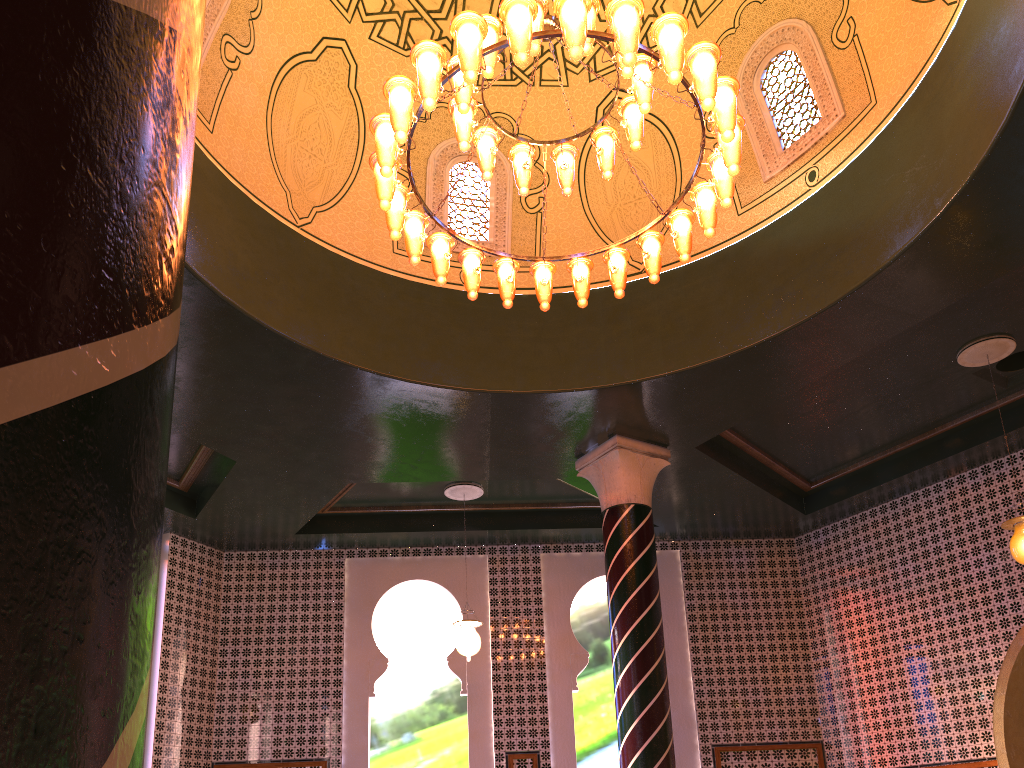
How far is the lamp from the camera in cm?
516

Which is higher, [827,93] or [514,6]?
[827,93]

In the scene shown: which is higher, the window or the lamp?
the window

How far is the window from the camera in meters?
8.0

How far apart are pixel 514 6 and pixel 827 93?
4.12m

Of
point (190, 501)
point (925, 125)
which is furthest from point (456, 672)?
point (925, 125)

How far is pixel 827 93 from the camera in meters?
8.0 m

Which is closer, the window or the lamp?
the lamp

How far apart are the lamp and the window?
2.2 meters

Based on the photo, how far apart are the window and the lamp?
2.2 meters
